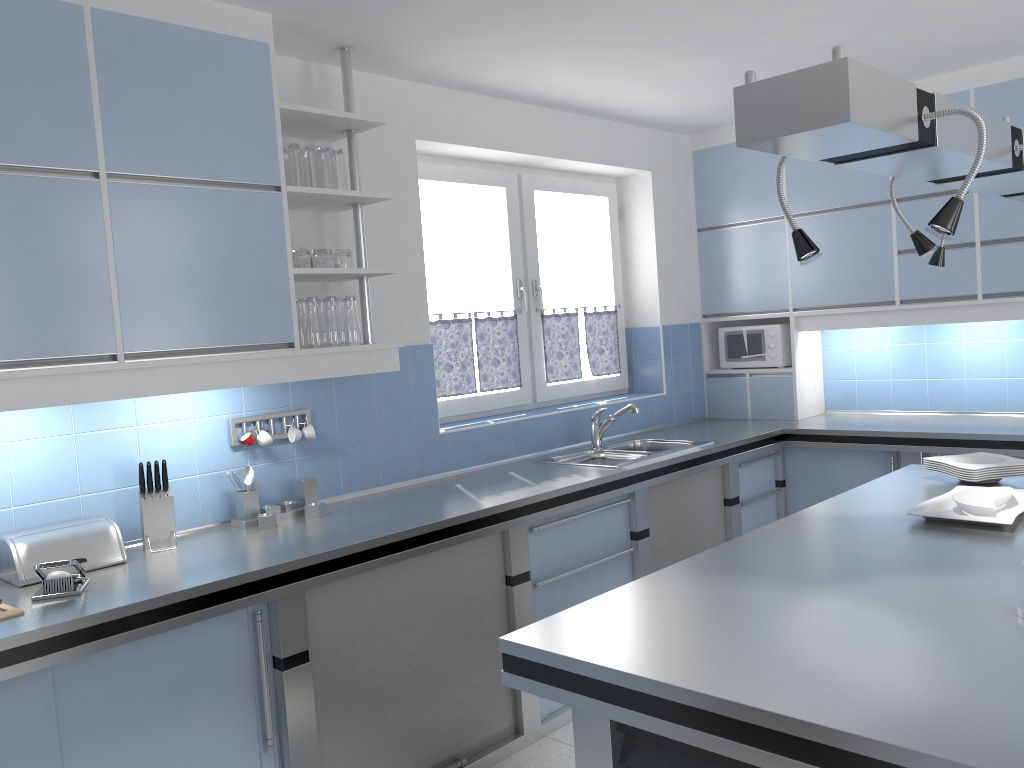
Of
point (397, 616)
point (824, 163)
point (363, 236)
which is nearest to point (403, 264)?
point (363, 236)

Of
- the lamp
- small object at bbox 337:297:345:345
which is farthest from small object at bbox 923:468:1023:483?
small object at bbox 337:297:345:345

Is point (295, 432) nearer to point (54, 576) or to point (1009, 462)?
point (54, 576)

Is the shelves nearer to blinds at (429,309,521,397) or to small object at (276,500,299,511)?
small object at (276,500,299,511)

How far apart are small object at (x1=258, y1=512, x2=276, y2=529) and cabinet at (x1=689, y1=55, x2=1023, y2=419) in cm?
319

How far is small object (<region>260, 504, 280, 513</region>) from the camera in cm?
321

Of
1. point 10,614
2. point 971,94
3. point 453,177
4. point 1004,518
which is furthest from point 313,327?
point 971,94

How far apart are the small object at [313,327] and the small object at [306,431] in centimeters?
39cm

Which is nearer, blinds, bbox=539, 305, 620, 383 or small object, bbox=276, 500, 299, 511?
small object, bbox=276, 500, 299, 511

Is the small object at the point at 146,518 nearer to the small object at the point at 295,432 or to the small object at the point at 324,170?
the small object at the point at 295,432
